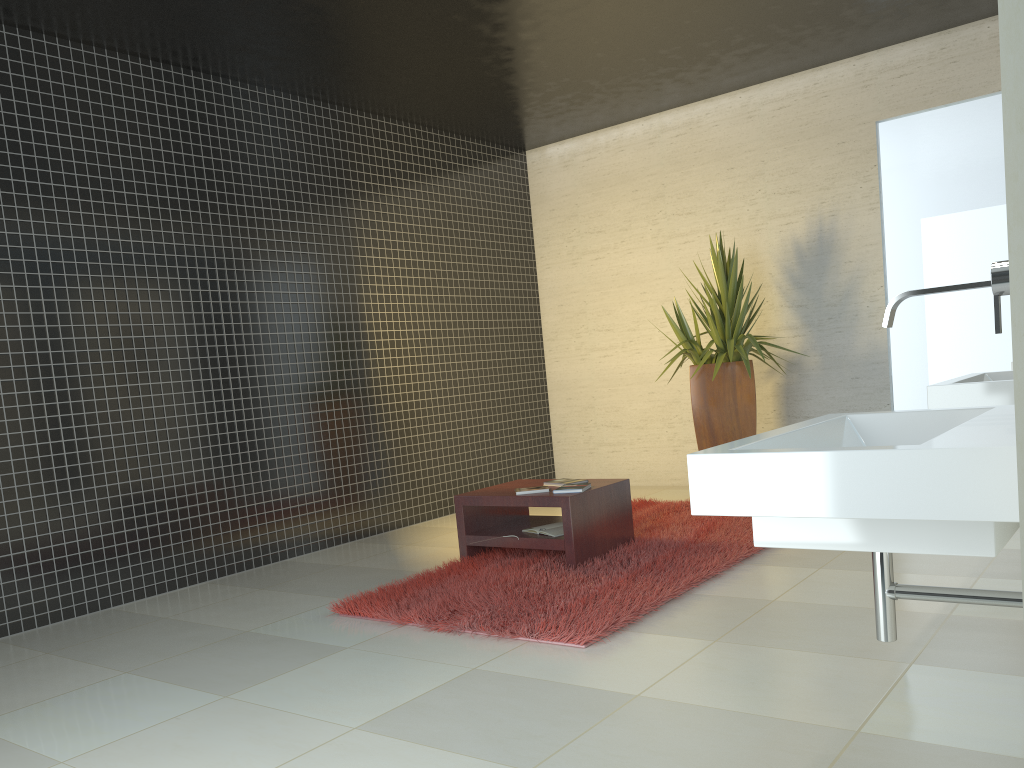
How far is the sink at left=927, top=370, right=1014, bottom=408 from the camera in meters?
3.1 m

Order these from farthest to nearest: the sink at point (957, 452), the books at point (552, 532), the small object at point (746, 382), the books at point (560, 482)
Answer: the small object at point (746, 382)
the books at point (560, 482)
the books at point (552, 532)
the sink at point (957, 452)

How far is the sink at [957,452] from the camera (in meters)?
1.38

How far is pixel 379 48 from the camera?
5.9m

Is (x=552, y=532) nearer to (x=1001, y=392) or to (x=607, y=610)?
(x=607, y=610)

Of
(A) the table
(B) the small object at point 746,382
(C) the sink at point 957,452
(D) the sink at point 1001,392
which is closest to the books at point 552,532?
(A) the table

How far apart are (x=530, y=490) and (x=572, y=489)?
0.3m

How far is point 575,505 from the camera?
4.83m

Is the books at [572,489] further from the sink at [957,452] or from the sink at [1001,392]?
the sink at [957,452]

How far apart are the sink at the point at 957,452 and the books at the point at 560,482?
3.1m
